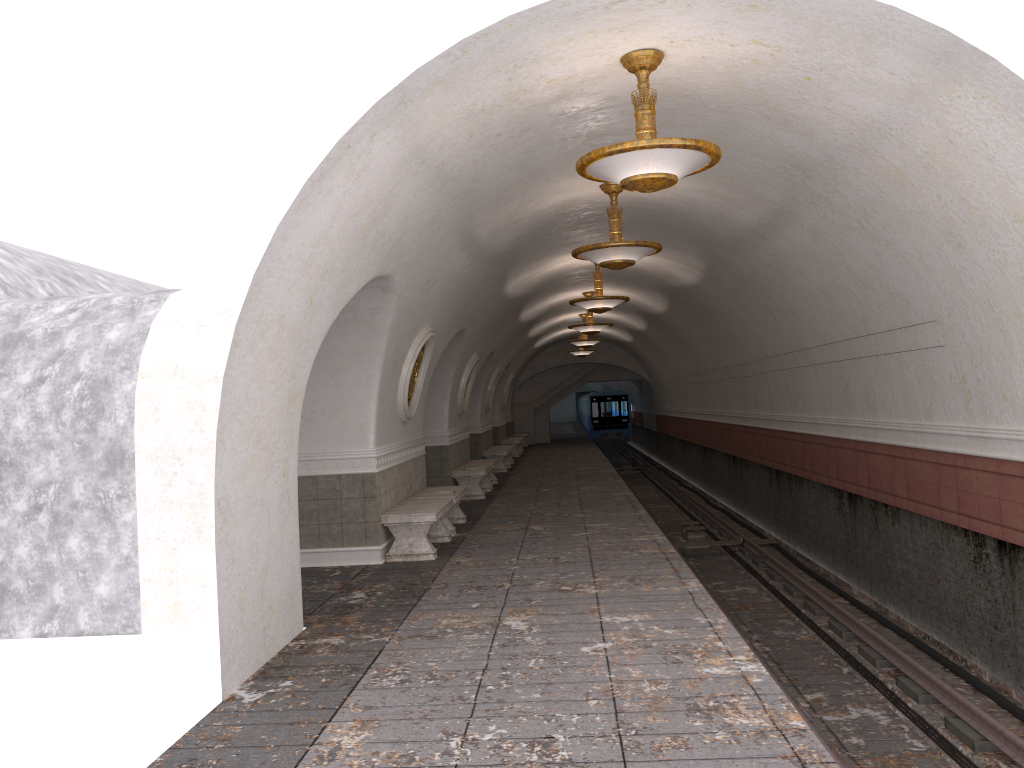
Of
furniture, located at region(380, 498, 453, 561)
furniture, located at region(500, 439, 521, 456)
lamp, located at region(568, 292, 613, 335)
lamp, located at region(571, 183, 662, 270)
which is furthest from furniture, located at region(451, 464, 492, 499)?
furniture, located at region(500, 439, 521, 456)

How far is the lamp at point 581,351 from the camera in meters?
28.8

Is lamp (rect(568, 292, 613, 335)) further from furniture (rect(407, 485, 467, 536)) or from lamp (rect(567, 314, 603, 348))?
furniture (rect(407, 485, 467, 536))

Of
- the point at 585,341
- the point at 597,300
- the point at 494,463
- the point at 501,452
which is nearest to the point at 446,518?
the point at 597,300

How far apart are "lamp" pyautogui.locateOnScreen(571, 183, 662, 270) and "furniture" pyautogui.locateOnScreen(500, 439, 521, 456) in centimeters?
1784cm

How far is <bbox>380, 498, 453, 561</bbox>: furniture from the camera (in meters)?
9.50

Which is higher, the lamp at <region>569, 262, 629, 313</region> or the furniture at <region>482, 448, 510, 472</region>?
the lamp at <region>569, 262, 629, 313</region>

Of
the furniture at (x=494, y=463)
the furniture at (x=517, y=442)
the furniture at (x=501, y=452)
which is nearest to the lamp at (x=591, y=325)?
the furniture at (x=494, y=463)

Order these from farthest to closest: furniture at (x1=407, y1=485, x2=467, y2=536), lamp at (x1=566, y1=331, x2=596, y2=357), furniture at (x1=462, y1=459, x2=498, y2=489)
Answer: lamp at (x1=566, y1=331, x2=596, y2=357) → furniture at (x1=462, y1=459, x2=498, y2=489) → furniture at (x1=407, y1=485, x2=467, y2=536)

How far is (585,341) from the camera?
23.95m
